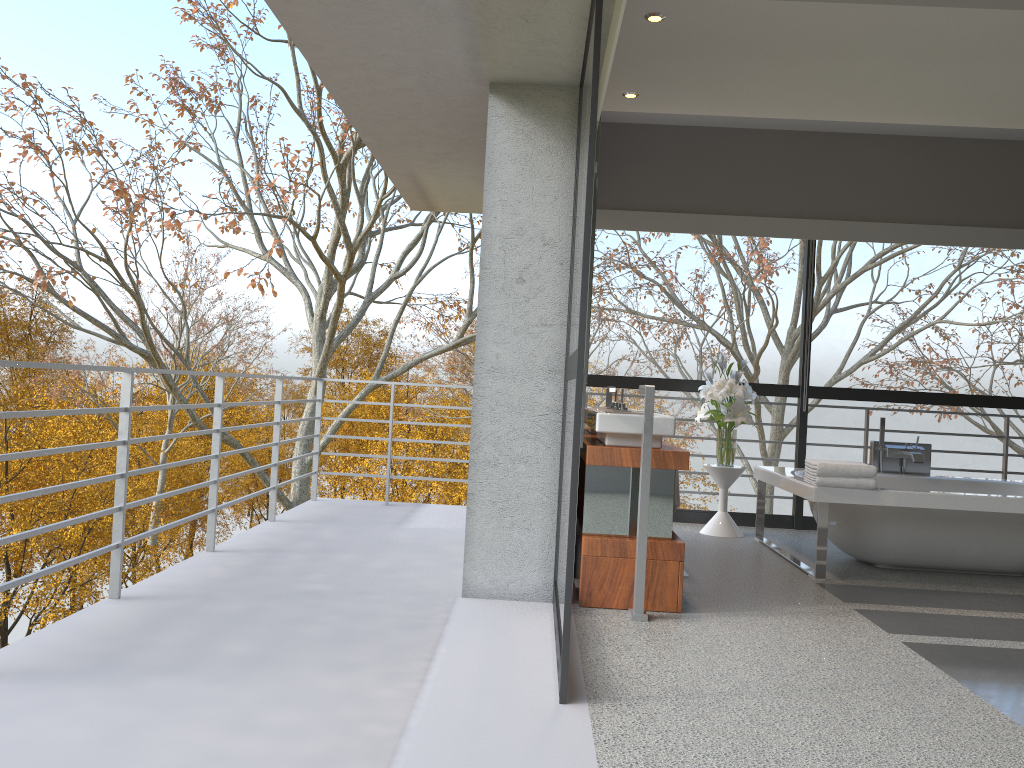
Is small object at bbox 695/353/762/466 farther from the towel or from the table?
the towel

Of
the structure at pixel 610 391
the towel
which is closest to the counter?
the structure at pixel 610 391

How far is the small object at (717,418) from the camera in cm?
607

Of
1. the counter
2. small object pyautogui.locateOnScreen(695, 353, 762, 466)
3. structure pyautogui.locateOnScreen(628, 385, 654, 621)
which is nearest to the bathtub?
small object pyautogui.locateOnScreen(695, 353, 762, 466)

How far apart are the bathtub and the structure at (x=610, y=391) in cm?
114

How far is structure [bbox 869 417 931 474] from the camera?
5.93m

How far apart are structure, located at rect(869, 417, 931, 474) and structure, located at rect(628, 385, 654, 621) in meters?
2.8 m

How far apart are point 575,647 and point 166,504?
43.3 meters

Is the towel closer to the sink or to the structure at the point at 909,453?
the sink

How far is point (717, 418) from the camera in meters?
6.1
